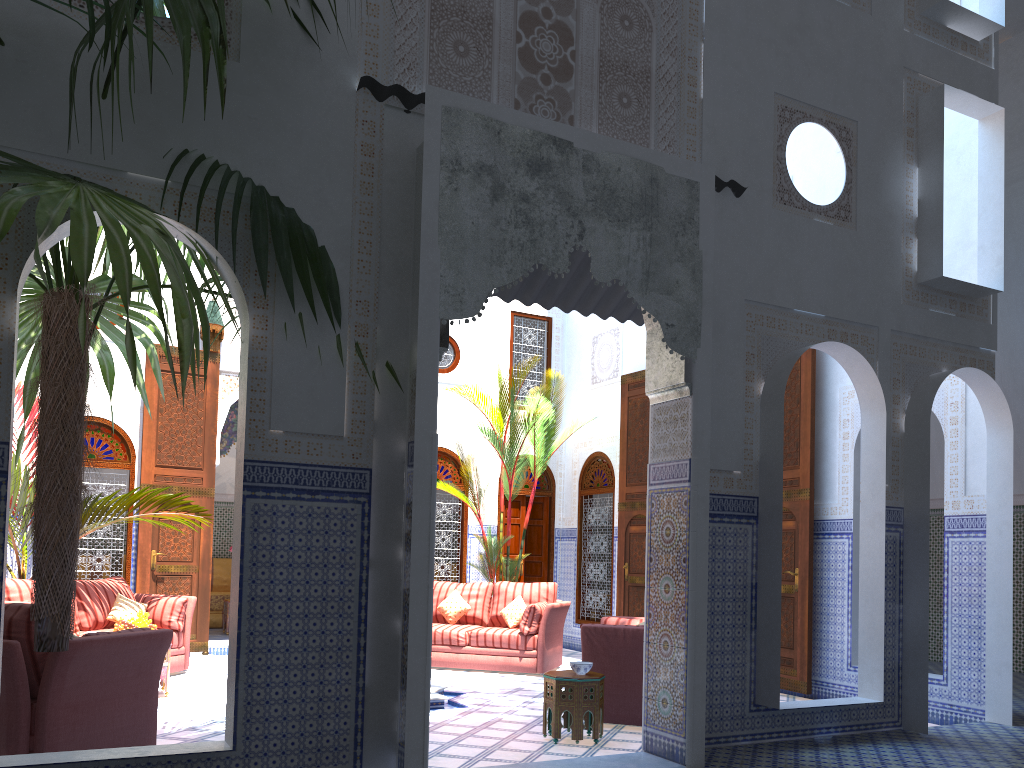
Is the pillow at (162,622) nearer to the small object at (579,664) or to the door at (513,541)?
the small object at (579,664)

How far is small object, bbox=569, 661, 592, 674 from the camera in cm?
412

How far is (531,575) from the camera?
8.6m

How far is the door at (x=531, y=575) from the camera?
8.6m

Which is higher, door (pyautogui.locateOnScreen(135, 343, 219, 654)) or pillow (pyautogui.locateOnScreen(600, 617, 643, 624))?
door (pyautogui.locateOnScreen(135, 343, 219, 654))

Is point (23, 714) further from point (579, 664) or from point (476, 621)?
point (476, 621)

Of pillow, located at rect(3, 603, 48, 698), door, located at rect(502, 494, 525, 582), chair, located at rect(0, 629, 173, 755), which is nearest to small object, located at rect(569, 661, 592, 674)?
chair, located at rect(0, 629, 173, 755)

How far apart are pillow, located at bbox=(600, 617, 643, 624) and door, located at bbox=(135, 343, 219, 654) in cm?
359

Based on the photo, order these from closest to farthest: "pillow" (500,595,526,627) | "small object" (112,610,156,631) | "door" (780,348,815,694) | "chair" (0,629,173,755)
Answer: "chair" (0,629,173,755), "small object" (112,610,156,631), "door" (780,348,815,694), "pillow" (500,595,526,627)

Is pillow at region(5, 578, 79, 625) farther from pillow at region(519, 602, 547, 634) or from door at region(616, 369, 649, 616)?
door at region(616, 369, 649, 616)
